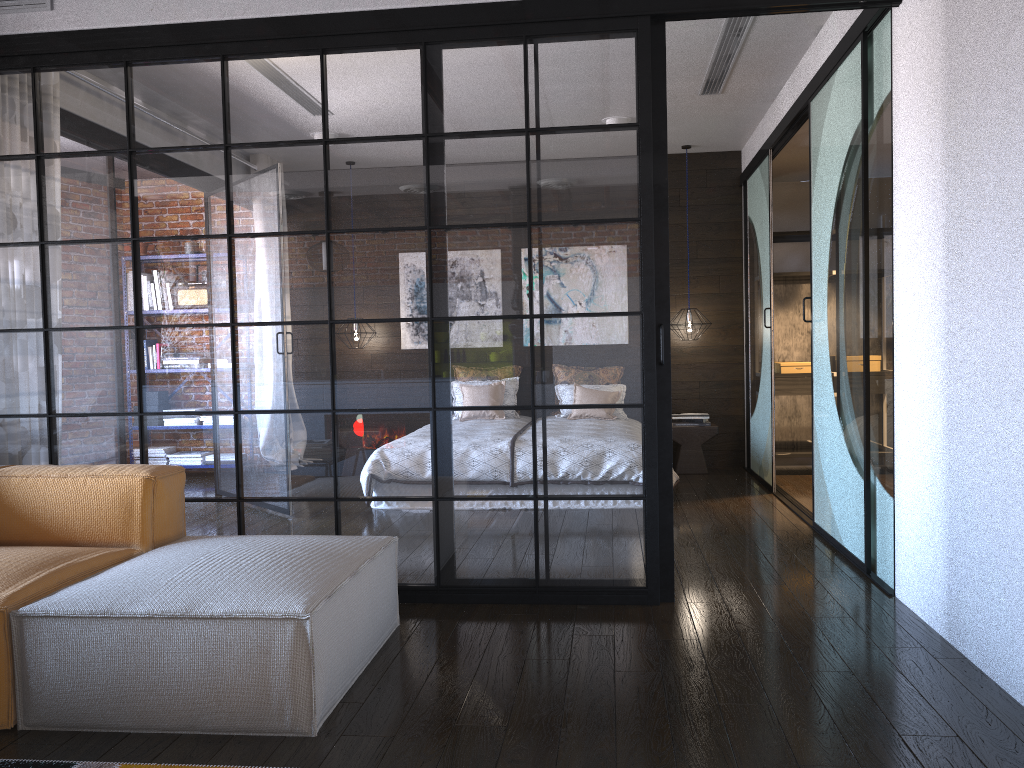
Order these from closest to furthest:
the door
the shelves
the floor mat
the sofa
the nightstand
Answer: the floor mat
the sofa
the door
the shelves
the nightstand

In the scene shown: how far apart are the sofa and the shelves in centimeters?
458cm

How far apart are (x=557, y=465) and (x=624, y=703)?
1.2m

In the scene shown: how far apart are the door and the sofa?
2.0 meters

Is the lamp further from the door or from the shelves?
the shelves

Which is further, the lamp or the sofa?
the lamp

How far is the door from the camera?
3.8 meters

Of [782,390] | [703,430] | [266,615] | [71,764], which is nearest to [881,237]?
[266,615]

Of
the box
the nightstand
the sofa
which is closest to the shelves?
the box

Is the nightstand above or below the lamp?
below
